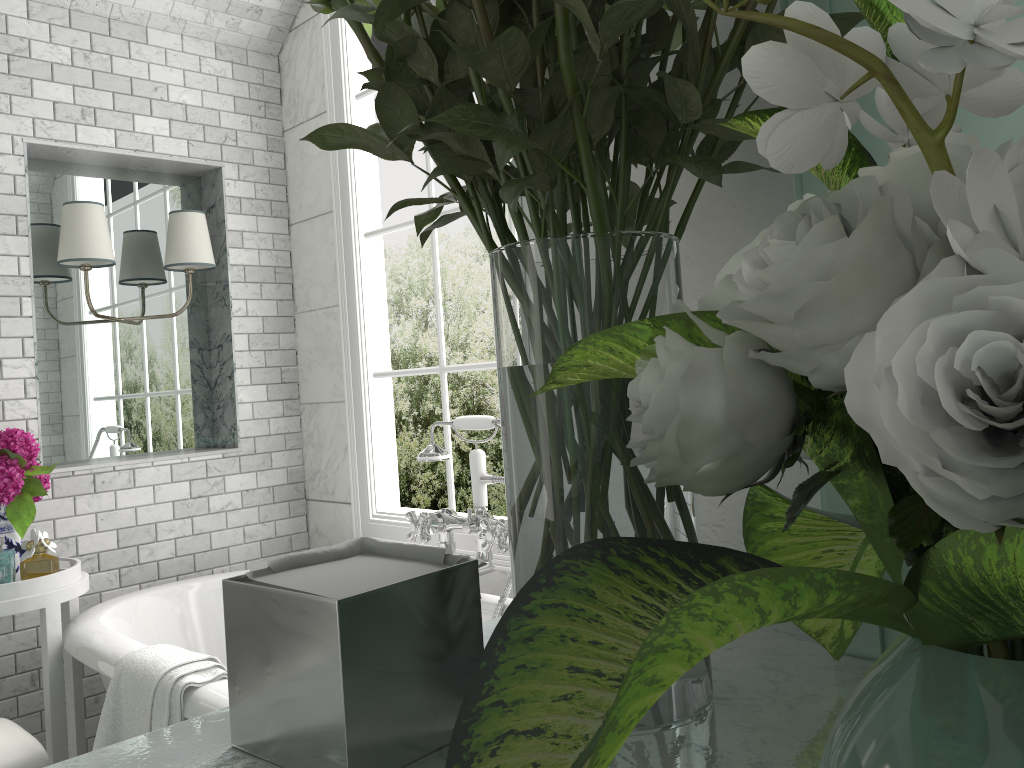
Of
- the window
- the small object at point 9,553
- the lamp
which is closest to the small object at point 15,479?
the small object at point 9,553

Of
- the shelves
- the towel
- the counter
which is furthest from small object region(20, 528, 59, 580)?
the shelves

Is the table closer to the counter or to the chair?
the chair

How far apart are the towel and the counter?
1.31m

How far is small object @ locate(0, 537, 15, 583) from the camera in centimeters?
495cm

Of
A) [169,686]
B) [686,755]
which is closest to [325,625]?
[686,755]

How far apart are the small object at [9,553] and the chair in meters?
0.9

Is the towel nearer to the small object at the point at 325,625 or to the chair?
the chair

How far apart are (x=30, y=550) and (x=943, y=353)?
2.7 meters

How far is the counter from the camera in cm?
51
